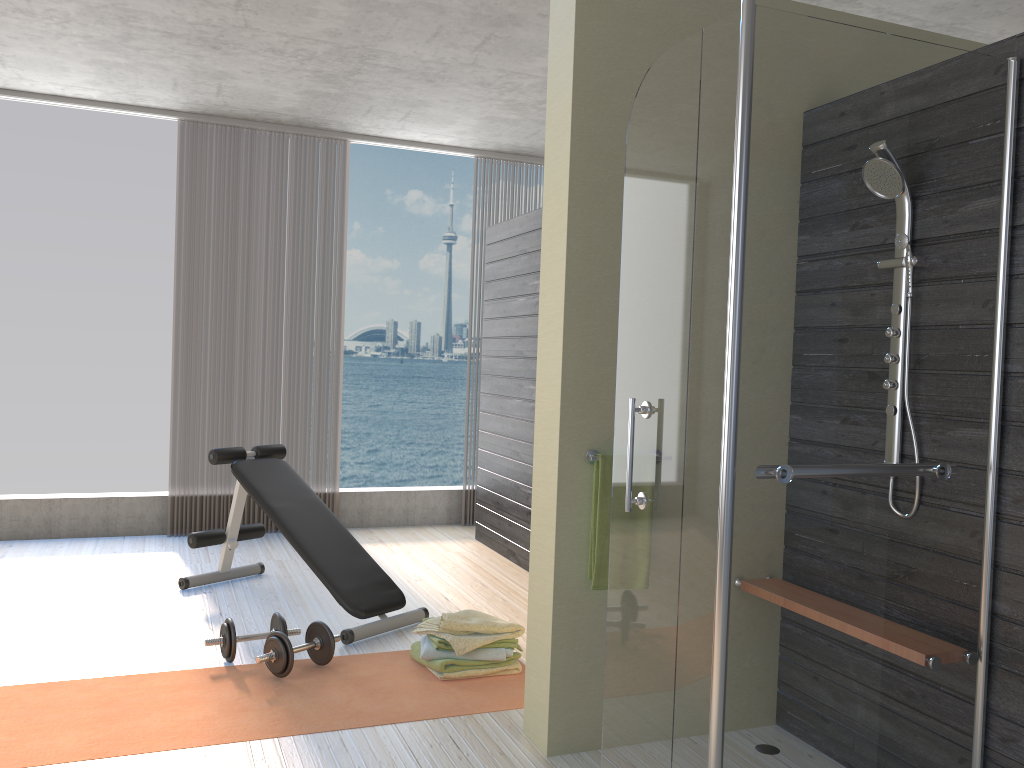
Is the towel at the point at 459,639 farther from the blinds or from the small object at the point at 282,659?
the blinds

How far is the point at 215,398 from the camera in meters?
5.9 m

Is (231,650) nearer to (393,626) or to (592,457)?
(393,626)

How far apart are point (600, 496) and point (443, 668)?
1.12m

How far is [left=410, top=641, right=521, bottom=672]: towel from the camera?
3.4 meters

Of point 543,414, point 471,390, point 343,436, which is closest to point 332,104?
point 543,414

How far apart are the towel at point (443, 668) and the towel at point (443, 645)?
0.0m

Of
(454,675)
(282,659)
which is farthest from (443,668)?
(282,659)

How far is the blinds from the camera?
5.8m

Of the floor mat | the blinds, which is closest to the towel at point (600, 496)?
the floor mat
